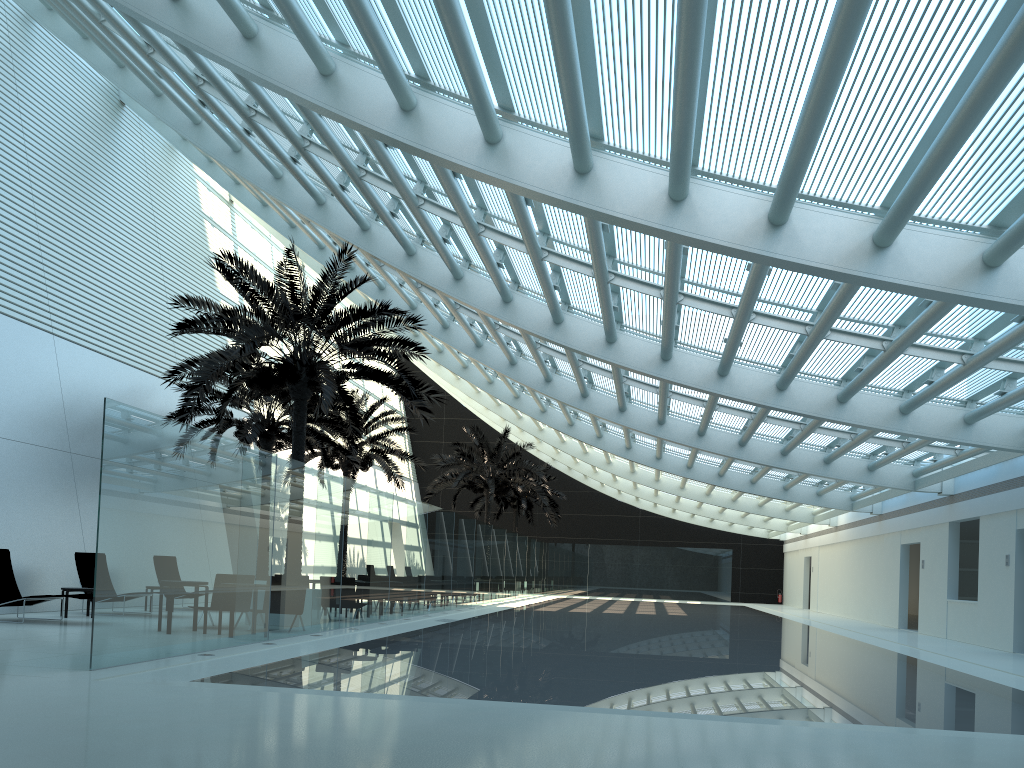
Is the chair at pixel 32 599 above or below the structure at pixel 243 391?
below

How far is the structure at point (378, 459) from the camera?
27.1 meters

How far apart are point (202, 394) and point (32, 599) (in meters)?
3.98

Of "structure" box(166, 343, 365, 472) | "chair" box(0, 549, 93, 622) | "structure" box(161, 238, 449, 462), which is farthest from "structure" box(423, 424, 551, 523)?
"chair" box(0, 549, 93, 622)

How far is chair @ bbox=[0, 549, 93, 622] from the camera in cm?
1341

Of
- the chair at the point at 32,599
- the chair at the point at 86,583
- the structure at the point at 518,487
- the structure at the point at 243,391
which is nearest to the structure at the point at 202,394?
the structure at the point at 243,391

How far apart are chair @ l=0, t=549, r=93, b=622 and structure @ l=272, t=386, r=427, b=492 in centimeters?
1219cm

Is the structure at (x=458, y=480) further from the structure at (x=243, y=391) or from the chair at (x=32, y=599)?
the chair at (x=32, y=599)

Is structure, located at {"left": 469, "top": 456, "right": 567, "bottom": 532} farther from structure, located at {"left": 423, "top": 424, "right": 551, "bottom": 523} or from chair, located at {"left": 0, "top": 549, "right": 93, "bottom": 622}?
chair, located at {"left": 0, "top": 549, "right": 93, "bottom": 622}

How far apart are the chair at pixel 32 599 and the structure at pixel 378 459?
12.19m
